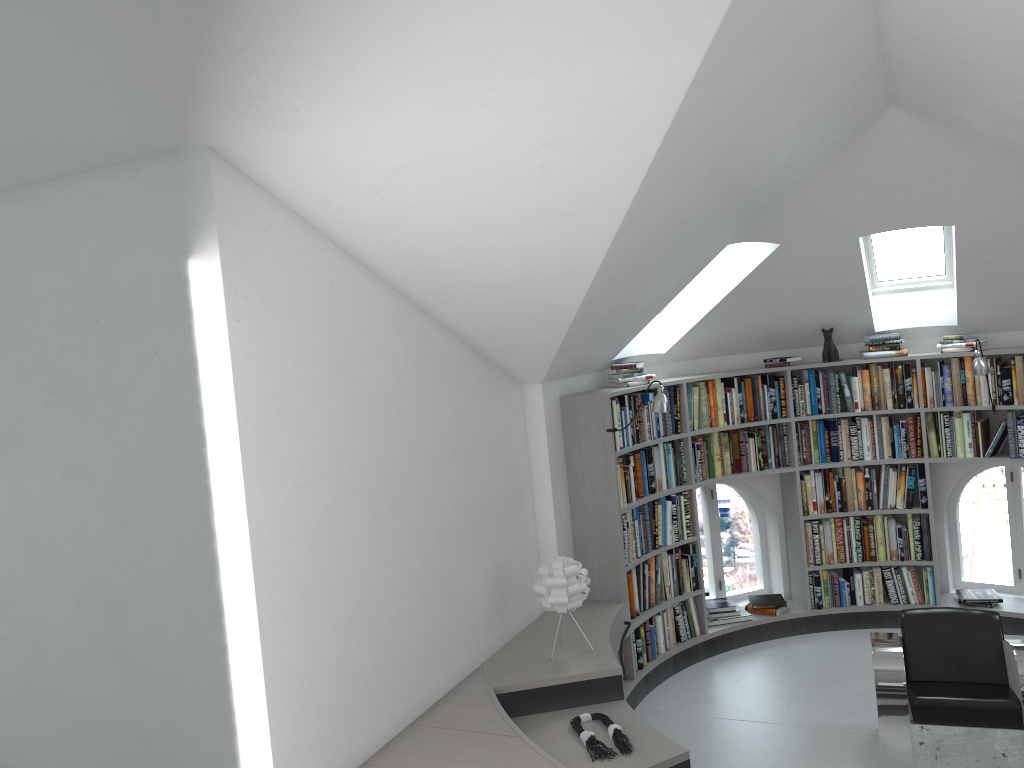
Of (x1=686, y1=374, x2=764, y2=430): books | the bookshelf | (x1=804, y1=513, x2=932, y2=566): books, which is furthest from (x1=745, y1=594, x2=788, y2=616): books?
(x1=686, y1=374, x2=764, y2=430): books

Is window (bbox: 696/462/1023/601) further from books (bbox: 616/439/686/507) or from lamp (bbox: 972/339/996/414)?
lamp (bbox: 972/339/996/414)

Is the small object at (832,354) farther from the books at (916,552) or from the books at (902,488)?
the books at (916,552)

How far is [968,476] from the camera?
6.90m

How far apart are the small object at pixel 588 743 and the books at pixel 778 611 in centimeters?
272cm

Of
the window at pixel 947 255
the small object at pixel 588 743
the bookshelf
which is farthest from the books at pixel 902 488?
the small object at pixel 588 743

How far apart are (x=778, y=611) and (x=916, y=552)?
1.1 meters

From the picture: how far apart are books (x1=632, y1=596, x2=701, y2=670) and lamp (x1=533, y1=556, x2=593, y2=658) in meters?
1.1

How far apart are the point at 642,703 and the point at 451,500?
2.21m

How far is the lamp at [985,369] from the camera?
6.1m
